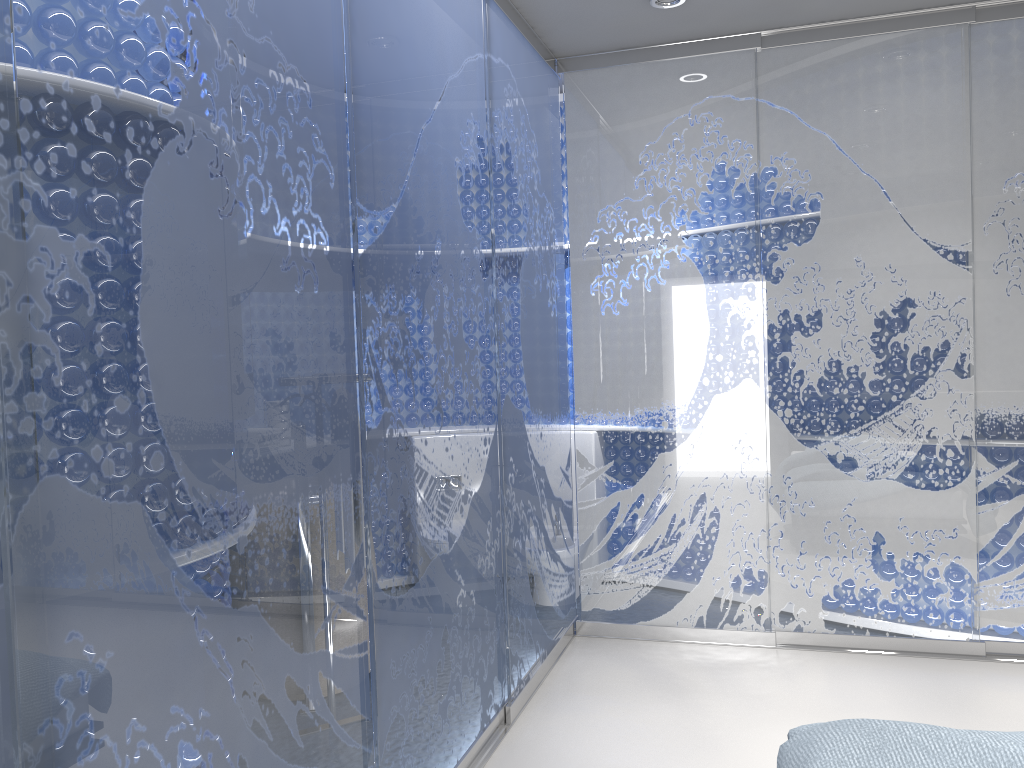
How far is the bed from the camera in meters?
1.8 m

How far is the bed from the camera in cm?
185

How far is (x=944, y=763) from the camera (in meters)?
1.85

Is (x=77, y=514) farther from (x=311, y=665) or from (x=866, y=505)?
(x=866, y=505)
